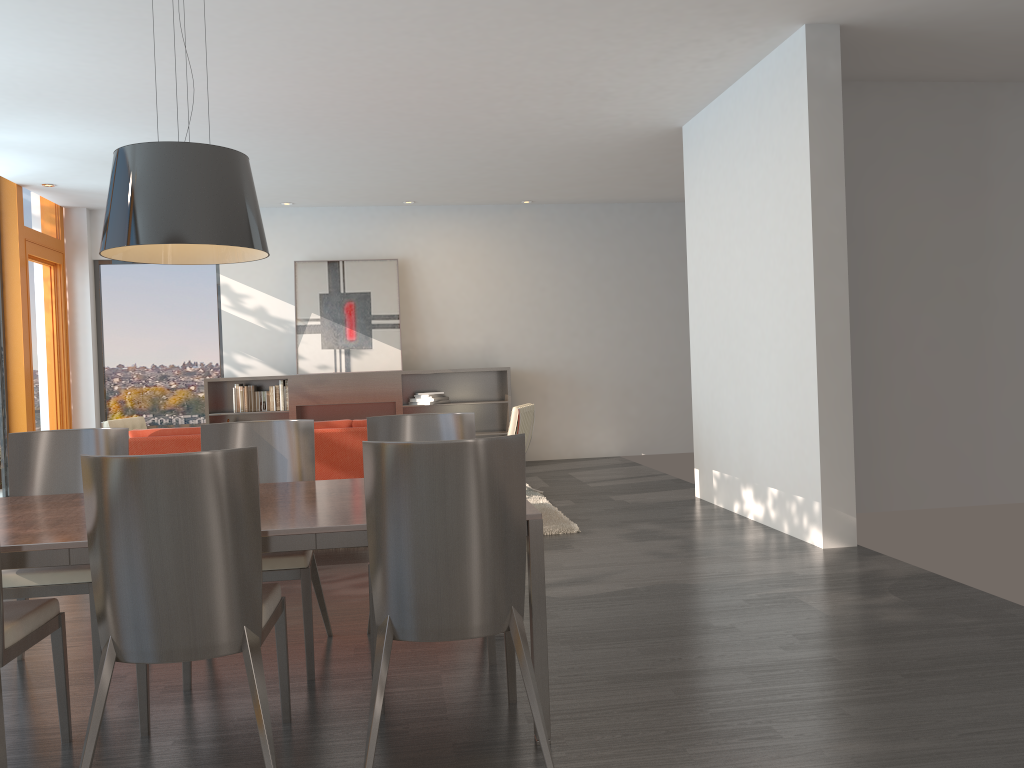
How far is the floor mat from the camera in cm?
616

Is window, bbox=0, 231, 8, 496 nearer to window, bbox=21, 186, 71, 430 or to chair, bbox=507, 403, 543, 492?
window, bbox=21, 186, 71, 430

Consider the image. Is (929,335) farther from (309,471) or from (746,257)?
(309,471)

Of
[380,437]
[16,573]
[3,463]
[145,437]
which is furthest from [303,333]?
[16,573]

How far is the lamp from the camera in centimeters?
288cm

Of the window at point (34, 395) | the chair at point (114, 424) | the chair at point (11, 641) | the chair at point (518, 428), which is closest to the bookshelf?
the chair at point (114, 424)

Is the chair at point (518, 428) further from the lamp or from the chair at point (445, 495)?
the chair at point (445, 495)

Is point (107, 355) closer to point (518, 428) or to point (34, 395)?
point (34, 395)

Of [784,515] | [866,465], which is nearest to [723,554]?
[784,515]

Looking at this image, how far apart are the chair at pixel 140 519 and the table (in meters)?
0.09
